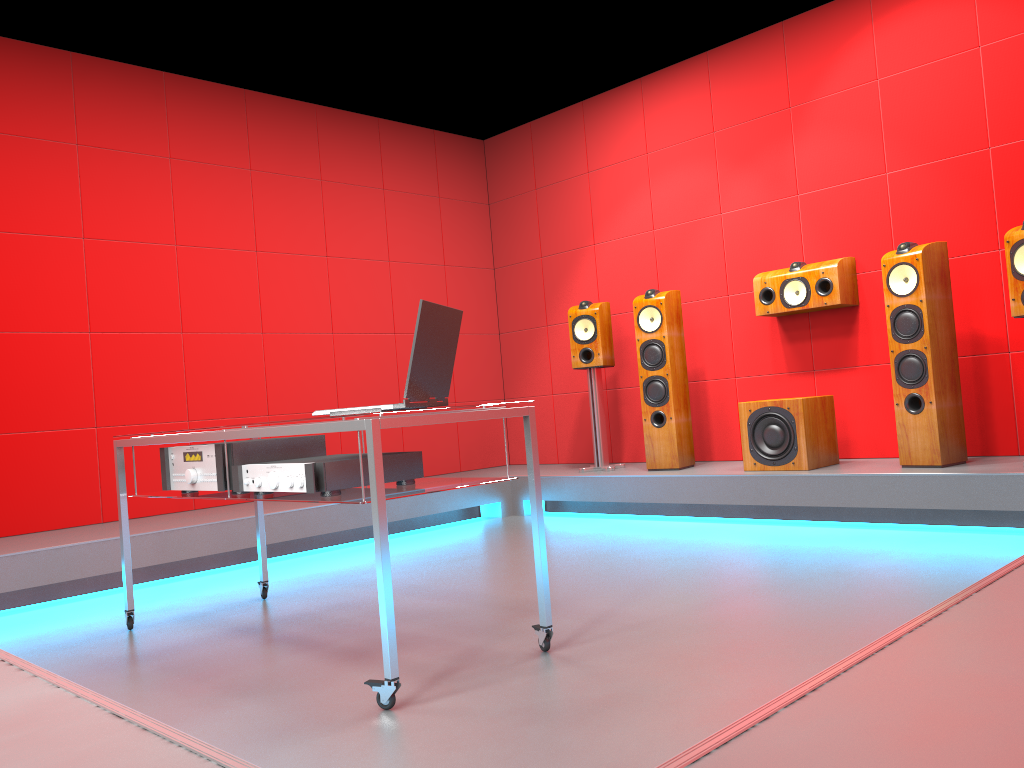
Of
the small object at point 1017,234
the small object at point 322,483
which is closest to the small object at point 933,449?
the small object at point 1017,234

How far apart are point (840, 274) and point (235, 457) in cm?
334

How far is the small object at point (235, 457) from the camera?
2.7 meters

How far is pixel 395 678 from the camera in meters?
2.0

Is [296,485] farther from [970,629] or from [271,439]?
[970,629]

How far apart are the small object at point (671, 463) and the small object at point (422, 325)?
2.7 meters

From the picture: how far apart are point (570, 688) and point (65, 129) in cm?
411

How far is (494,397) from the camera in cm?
669

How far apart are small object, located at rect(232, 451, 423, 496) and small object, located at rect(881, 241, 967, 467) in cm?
263

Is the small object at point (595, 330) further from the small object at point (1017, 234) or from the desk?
the desk
